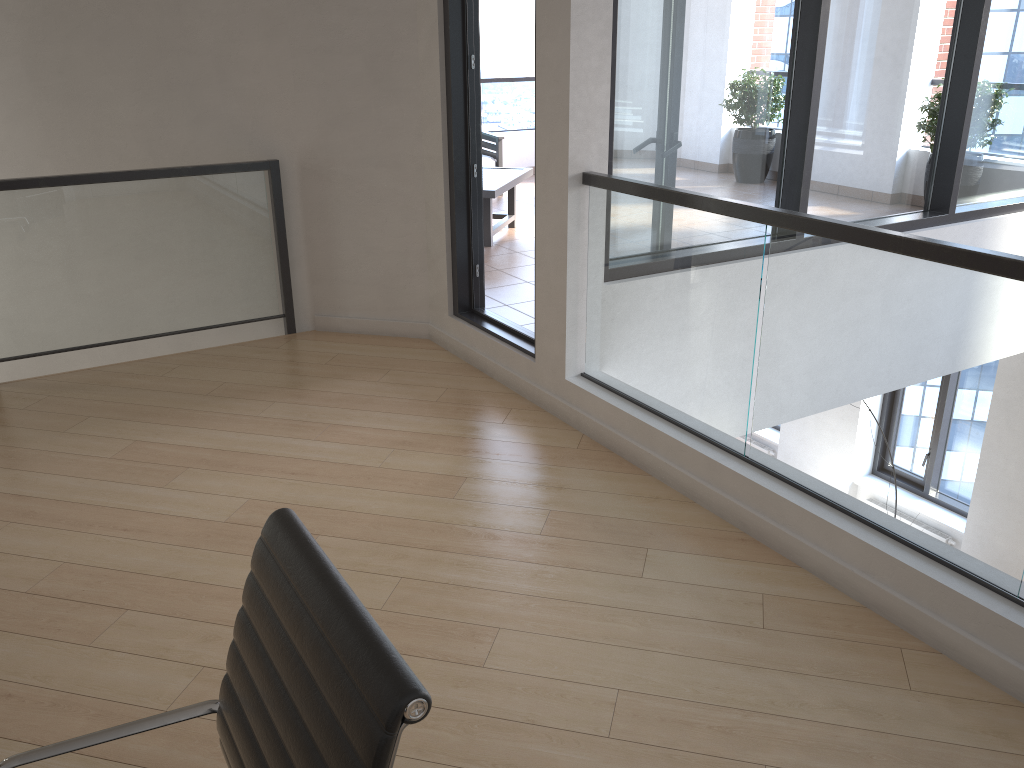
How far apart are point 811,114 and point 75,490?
3.7 meters

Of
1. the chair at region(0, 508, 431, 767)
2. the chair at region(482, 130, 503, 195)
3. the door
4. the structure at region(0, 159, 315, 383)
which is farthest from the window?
the chair at region(482, 130, 503, 195)

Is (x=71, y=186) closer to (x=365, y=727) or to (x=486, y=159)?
(x=365, y=727)

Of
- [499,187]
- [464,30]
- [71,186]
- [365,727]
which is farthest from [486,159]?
[365,727]

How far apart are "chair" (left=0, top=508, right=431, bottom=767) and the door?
3.0m

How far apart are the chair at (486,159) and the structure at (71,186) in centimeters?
434cm

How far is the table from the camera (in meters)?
6.68

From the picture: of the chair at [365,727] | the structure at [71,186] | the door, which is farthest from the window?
the chair at [365,727]

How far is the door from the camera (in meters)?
4.35

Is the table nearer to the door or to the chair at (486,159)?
the chair at (486,159)
